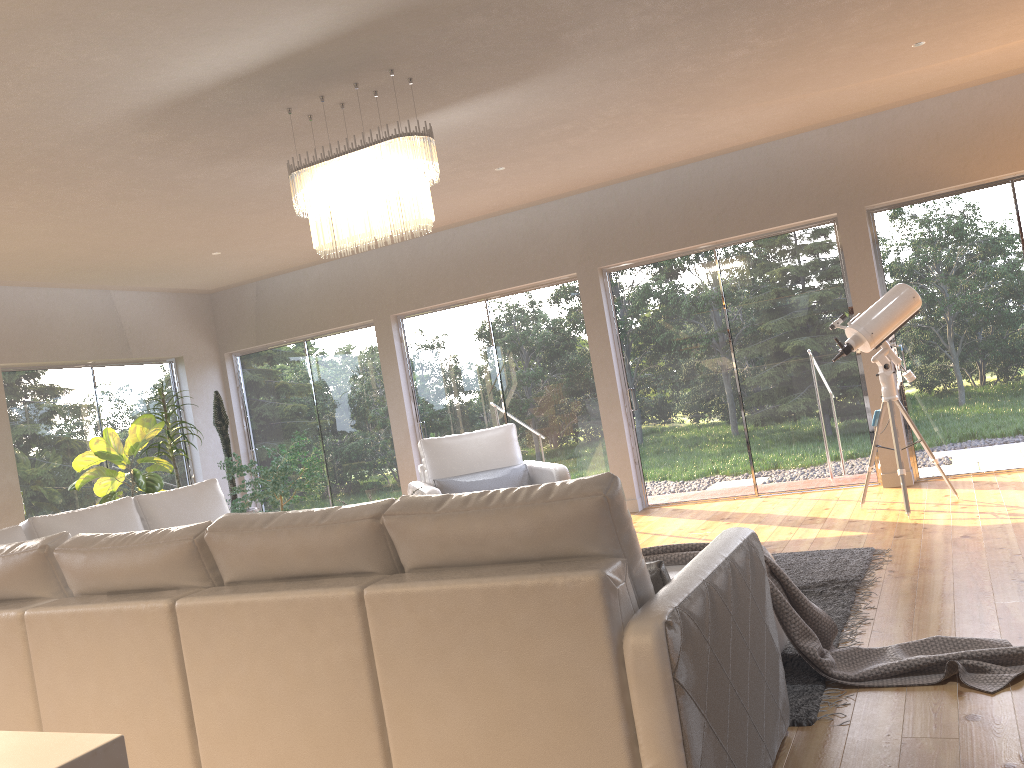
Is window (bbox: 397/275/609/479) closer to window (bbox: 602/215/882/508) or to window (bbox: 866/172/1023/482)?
window (bbox: 602/215/882/508)

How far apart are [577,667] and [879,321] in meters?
4.5

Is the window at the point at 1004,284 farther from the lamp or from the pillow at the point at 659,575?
the pillow at the point at 659,575

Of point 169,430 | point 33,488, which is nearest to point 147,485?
point 169,430

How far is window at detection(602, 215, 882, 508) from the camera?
7.03m

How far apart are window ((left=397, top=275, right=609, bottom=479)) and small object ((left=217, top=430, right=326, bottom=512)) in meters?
1.1 m

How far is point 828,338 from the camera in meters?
7.0 m

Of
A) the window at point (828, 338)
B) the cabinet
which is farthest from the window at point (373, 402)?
the cabinet

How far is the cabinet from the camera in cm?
61

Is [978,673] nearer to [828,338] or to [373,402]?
[828,338]
